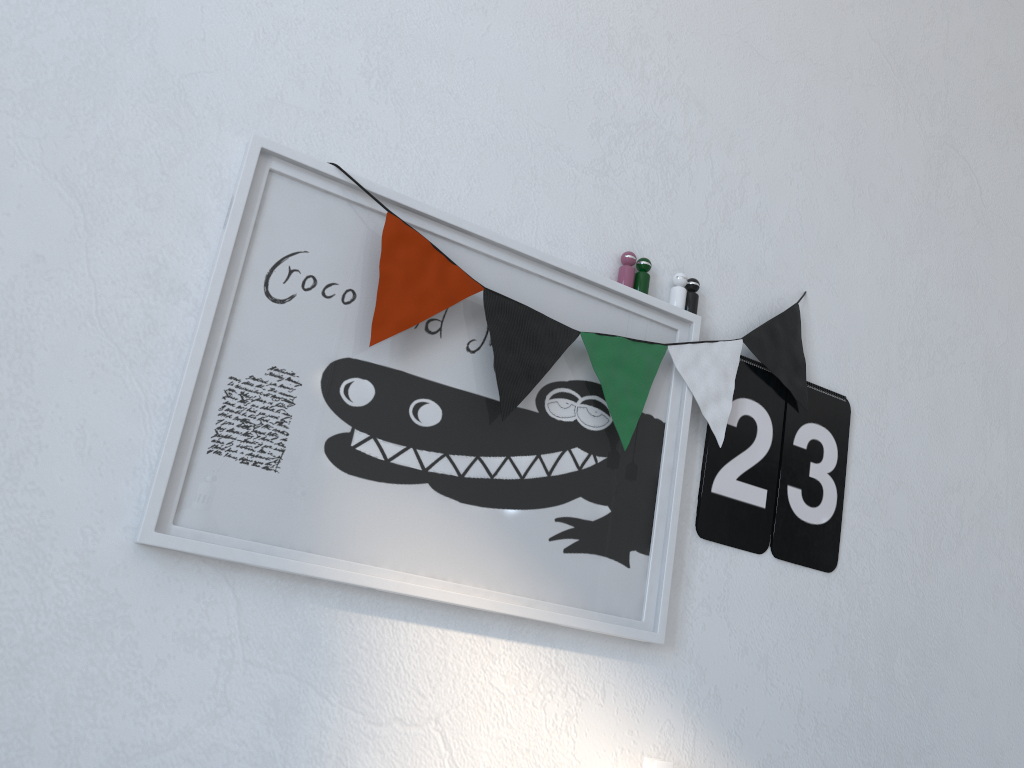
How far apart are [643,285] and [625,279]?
0.0m

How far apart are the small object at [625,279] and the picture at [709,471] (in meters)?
0.25

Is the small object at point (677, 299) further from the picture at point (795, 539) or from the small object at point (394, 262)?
the picture at point (795, 539)

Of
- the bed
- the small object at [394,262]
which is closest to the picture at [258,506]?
the small object at [394,262]

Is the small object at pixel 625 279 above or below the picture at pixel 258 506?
above

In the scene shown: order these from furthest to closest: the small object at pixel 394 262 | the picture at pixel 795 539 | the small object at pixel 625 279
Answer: the picture at pixel 795 539 < the small object at pixel 625 279 < the small object at pixel 394 262

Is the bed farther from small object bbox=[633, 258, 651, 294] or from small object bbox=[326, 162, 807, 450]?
small object bbox=[633, 258, 651, 294]

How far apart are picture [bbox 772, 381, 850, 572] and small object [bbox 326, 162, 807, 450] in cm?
1

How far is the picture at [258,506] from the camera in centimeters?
99cm

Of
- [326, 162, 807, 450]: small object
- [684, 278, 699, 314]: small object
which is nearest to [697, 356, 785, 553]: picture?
[326, 162, 807, 450]: small object
